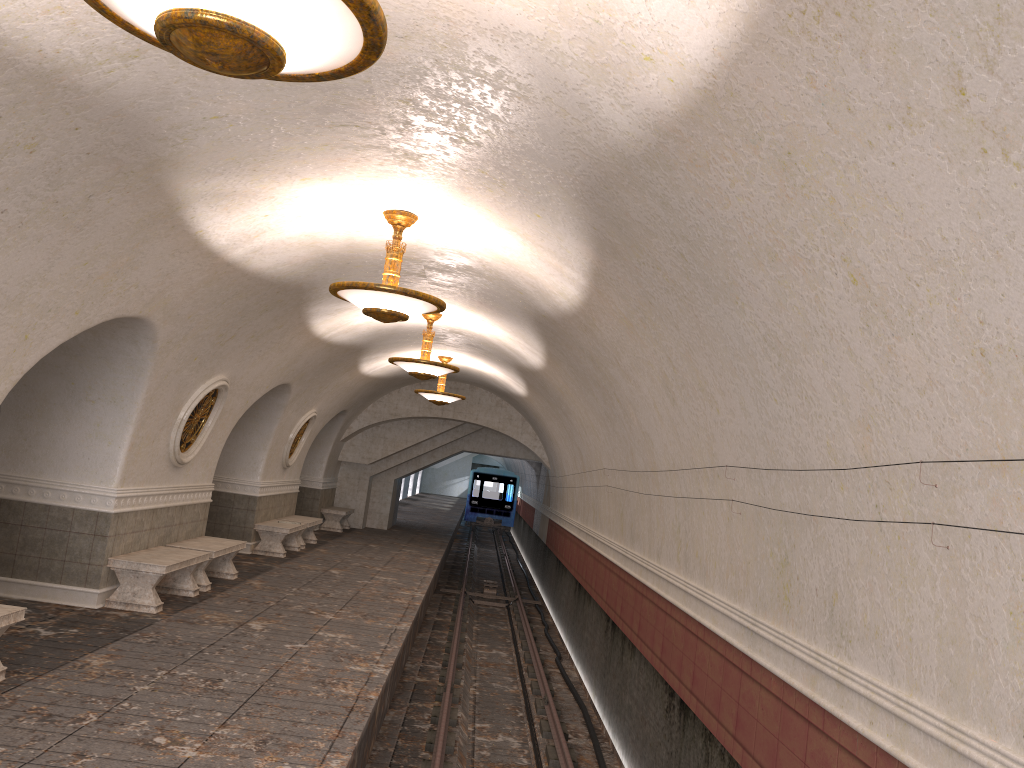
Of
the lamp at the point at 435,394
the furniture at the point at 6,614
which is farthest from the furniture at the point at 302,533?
the furniture at the point at 6,614

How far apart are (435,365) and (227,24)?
9.4 meters

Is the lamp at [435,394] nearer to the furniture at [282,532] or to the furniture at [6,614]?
the furniture at [282,532]

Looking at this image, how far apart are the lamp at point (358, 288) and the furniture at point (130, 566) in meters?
3.7 m

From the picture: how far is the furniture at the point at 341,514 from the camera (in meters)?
21.38

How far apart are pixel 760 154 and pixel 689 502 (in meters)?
4.43

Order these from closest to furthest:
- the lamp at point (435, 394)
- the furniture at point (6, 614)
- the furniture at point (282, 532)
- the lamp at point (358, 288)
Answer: the furniture at point (6, 614) → the lamp at point (358, 288) → the furniture at point (282, 532) → the lamp at point (435, 394)

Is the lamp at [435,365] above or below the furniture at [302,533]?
above

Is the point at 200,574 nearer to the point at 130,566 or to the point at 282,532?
the point at 130,566

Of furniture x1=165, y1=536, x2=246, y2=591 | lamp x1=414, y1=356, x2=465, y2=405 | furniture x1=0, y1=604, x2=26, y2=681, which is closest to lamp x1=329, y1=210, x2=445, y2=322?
furniture x1=0, y1=604, x2=26, y2=681
